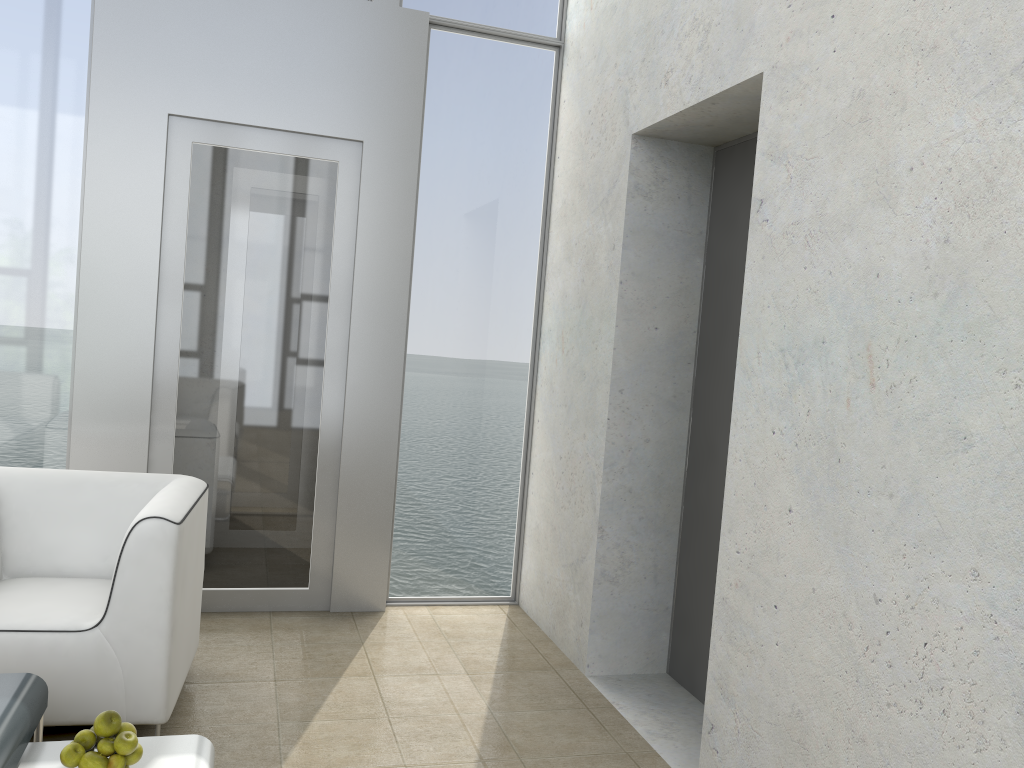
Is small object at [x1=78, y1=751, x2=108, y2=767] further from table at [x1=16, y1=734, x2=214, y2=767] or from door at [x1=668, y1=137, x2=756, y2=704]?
door at [x1=668, y1=137, x2=756, y2=704]

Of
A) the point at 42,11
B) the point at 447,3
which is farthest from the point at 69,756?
the point at 447,3

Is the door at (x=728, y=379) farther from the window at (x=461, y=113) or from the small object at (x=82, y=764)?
the small object at (x=82, y=764)

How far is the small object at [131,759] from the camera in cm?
185

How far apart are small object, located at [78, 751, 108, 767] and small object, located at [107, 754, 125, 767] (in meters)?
0.01

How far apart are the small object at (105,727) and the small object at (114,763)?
0.05m

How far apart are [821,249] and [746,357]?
0.4 meters

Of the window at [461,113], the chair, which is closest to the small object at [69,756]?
the chair

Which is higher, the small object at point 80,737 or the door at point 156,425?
the door at point 156,425

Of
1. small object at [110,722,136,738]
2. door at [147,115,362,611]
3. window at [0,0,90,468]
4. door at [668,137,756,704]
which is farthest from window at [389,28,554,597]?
small object at [110,722,136,738]
